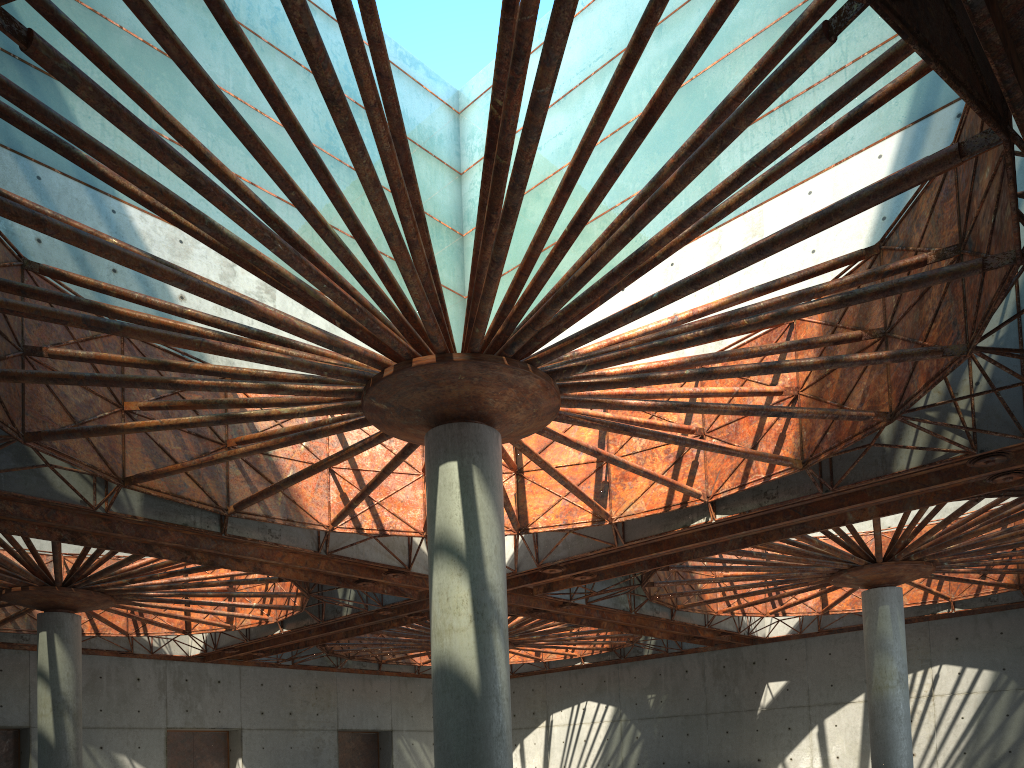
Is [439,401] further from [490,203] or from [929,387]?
[929,387]
